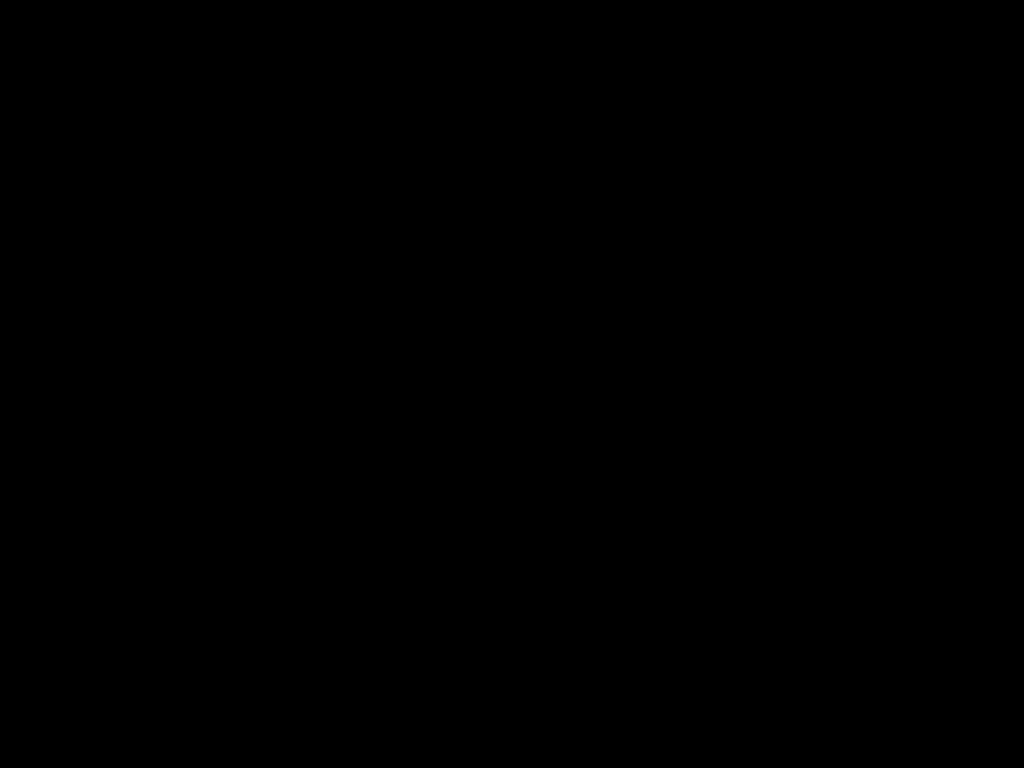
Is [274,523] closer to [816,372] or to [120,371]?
[120,371]
